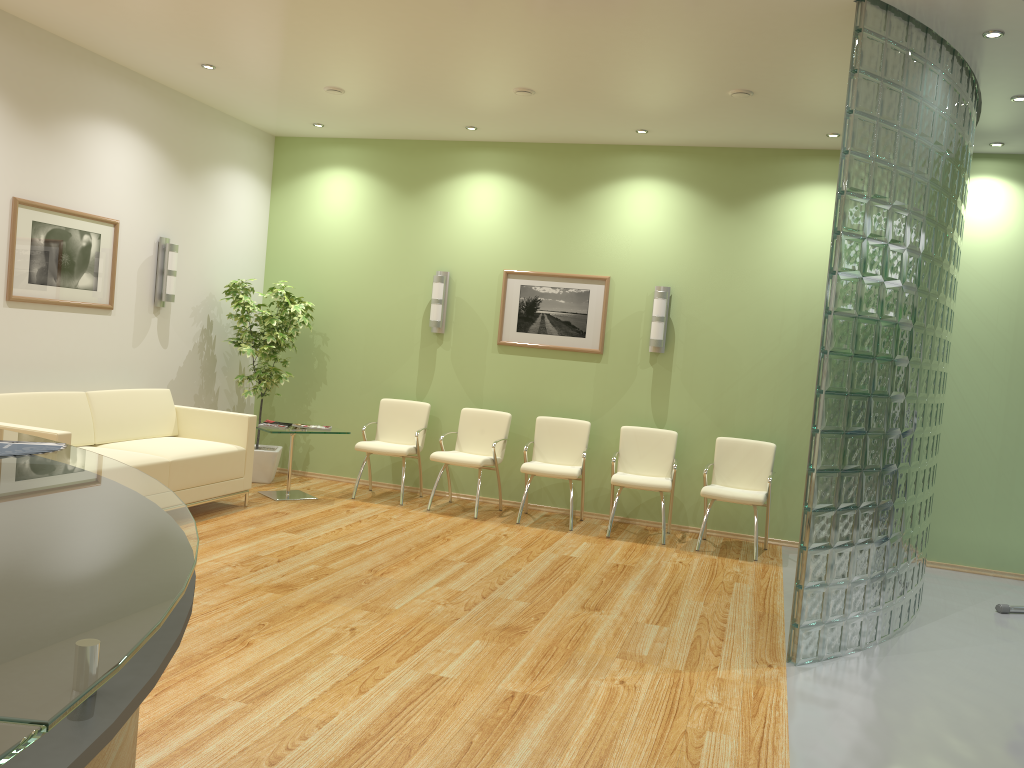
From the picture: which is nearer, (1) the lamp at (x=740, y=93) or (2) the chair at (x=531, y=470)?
(1) the lamp at (x=740, y=93)

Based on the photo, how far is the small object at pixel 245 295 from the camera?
8.1m

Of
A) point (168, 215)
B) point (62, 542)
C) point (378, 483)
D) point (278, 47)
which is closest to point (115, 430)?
point (168, 215)

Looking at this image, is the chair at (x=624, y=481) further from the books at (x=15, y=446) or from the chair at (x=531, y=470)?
the books at (x=15, y=446)

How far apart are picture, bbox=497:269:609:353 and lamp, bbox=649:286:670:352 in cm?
46

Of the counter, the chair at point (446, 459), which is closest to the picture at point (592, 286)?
the chair at point (446, 459)

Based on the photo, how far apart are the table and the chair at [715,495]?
3.2m

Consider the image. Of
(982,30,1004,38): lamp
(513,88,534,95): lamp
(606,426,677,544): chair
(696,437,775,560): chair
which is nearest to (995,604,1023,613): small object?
(696,437,775,560): chair

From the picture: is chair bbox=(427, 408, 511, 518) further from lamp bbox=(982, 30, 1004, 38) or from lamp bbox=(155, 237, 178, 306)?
lamp bbox=(982, 30, 1004, 38)

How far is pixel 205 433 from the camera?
7.16m
